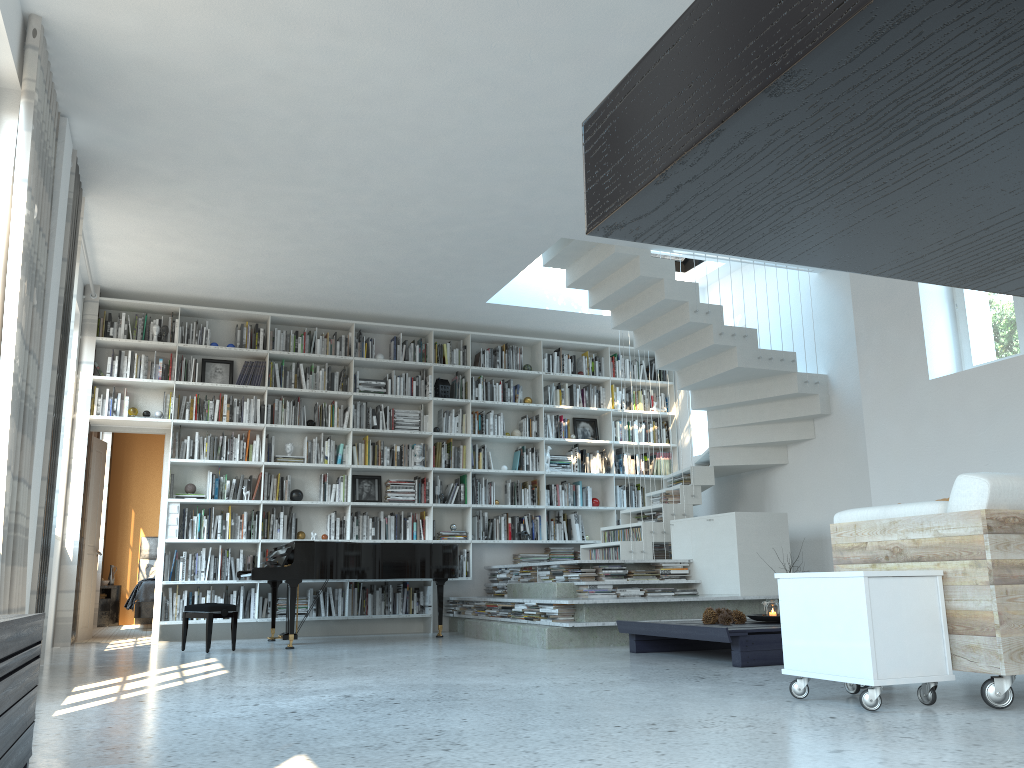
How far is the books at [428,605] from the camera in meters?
8.8

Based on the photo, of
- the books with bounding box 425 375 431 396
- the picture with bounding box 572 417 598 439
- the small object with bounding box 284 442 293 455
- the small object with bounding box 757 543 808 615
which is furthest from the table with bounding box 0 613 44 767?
the picture with bounding box 572 417 598 439

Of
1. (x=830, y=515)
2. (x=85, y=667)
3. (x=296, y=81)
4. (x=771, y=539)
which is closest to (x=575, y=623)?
(x=771, y=539)

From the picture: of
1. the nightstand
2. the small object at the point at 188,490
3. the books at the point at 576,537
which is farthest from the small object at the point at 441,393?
the nightstand

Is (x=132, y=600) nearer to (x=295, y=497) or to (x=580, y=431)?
(x=295, y=497)

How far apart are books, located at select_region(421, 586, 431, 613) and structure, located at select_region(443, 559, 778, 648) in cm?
32

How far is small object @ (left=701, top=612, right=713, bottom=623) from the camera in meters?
5.5 m

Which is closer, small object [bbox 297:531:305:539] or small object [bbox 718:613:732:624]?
small object [bbox 718:613:732:624]

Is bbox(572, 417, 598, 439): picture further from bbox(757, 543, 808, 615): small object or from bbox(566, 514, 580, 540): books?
bbox(757, 543, 808, 615): small object

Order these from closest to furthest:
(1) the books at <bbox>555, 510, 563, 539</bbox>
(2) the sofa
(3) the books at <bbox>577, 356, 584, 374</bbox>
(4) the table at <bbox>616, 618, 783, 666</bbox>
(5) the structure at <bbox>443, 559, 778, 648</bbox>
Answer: (2) the sofa, (4) the table at <bbox>616, 618, 783, 666</bbox>, (5) the structure at <bbox>443, 559, 778, 648</bbox>, (1) the books at <bbox>555, 510, 563, 539</bbox>, (3) the books at <bbox>577, 356, 584, 374</bbox>
